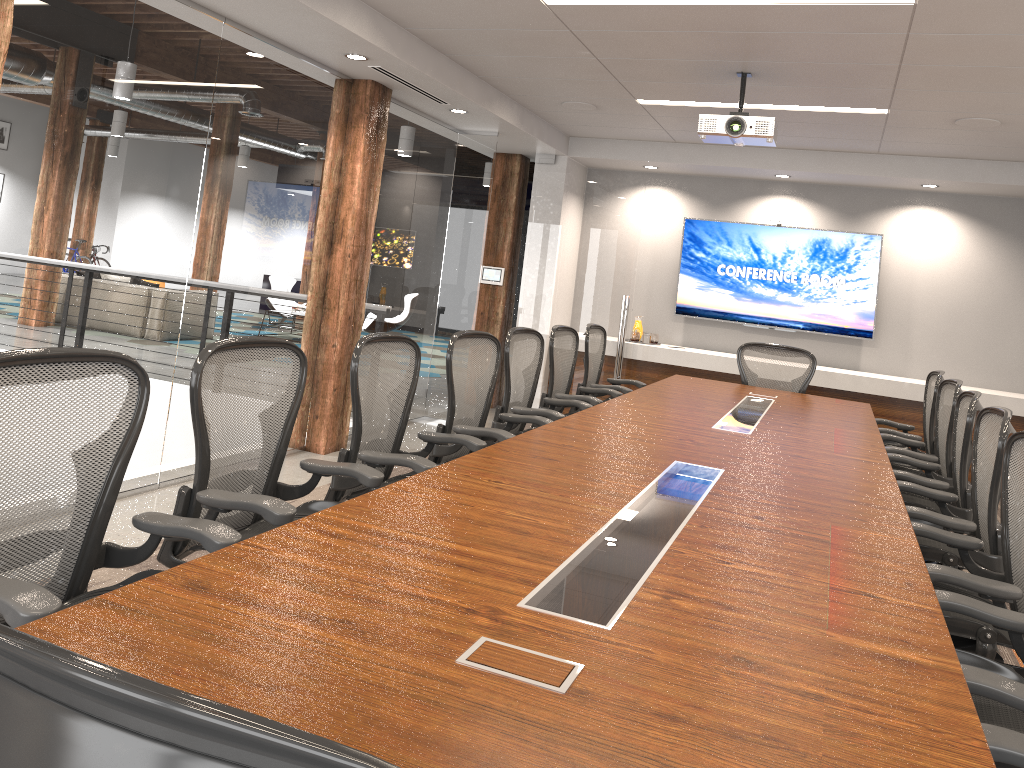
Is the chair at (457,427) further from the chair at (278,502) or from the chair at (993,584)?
the chair at (993,584)

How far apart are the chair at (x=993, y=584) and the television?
5.6 meters

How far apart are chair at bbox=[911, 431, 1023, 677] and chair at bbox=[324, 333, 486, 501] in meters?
1.7 m

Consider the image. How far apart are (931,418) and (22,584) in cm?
531

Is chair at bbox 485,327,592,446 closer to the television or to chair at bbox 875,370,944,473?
chair at bbox 875,370,944,473

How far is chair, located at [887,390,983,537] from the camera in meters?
4.0

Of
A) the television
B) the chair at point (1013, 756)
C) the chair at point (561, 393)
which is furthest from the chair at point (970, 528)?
the television

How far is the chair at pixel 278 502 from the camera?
2.50m

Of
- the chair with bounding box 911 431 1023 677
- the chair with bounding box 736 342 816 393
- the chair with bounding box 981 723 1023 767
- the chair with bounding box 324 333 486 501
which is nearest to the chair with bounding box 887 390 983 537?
the chair with bounding box 911 431 1023 677

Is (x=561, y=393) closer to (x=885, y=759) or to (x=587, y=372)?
(x=587, y=372)
